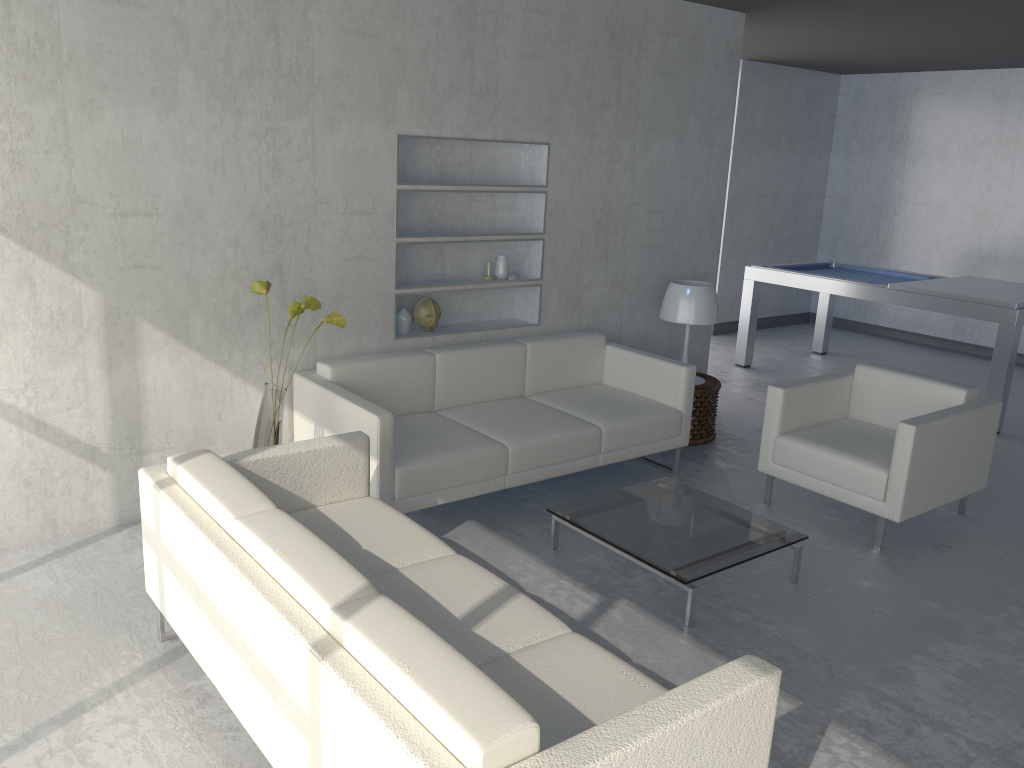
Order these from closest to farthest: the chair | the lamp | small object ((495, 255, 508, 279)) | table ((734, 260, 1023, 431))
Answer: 1. the chair
2. small object ((495, 255, 508, 279))
3. the lamp
4. table ((734, 260, 1023, 431))

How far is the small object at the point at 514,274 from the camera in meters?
4.8

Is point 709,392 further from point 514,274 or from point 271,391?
point 271,391

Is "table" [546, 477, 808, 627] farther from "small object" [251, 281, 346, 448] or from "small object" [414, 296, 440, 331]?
"small object" [414, 296, 440, 331]

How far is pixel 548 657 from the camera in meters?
2.3

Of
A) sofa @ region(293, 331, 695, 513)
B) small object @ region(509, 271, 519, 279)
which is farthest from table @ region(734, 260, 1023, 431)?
small object @ region(509, 271, 519, 279)

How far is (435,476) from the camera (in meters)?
3.70

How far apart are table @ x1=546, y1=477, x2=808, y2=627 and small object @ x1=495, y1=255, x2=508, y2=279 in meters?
1.5 m

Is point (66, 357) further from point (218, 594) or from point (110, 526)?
point (218, 594)

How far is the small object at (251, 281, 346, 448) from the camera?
3.6m
